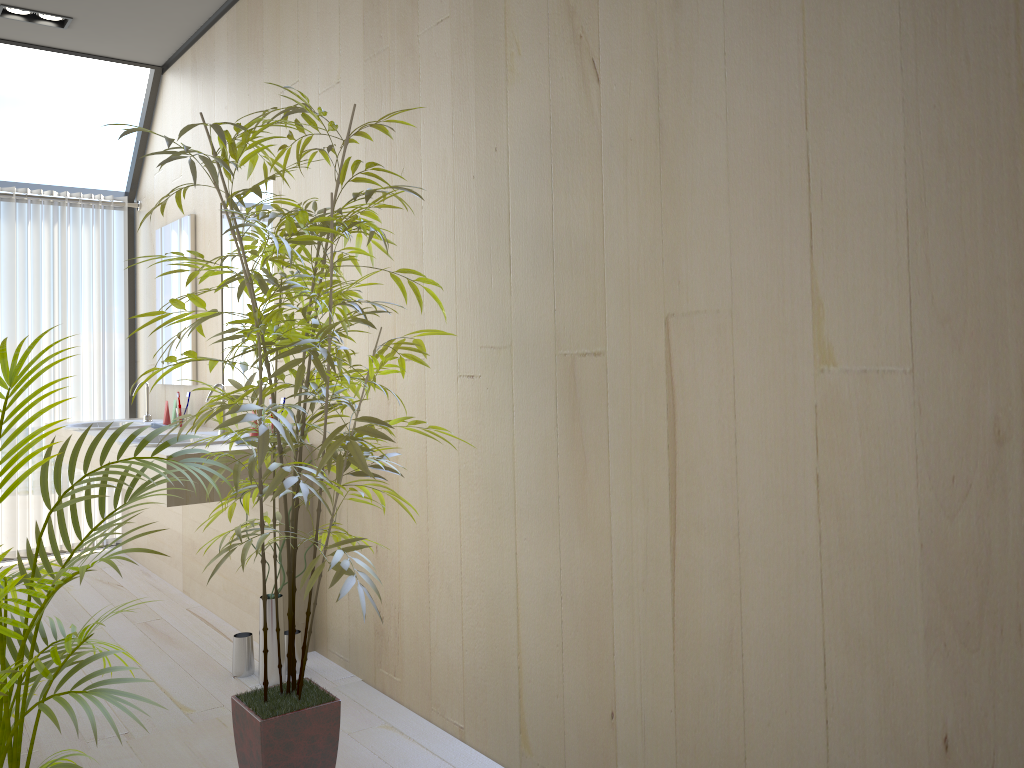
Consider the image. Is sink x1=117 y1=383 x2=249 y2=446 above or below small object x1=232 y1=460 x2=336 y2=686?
above

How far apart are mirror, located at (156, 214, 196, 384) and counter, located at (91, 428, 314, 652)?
0.7m

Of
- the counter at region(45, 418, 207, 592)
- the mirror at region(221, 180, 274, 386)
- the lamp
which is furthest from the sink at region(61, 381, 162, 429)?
the lamp

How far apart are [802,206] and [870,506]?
0.5 meters

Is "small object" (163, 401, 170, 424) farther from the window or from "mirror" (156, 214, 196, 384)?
the window

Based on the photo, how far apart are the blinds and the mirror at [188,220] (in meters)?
0.50

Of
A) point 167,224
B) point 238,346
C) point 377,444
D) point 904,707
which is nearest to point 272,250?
point 238,346

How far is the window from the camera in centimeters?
492cm

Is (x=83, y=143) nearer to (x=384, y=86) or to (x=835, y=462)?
(x=384, y=86)

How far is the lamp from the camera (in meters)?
4.13
